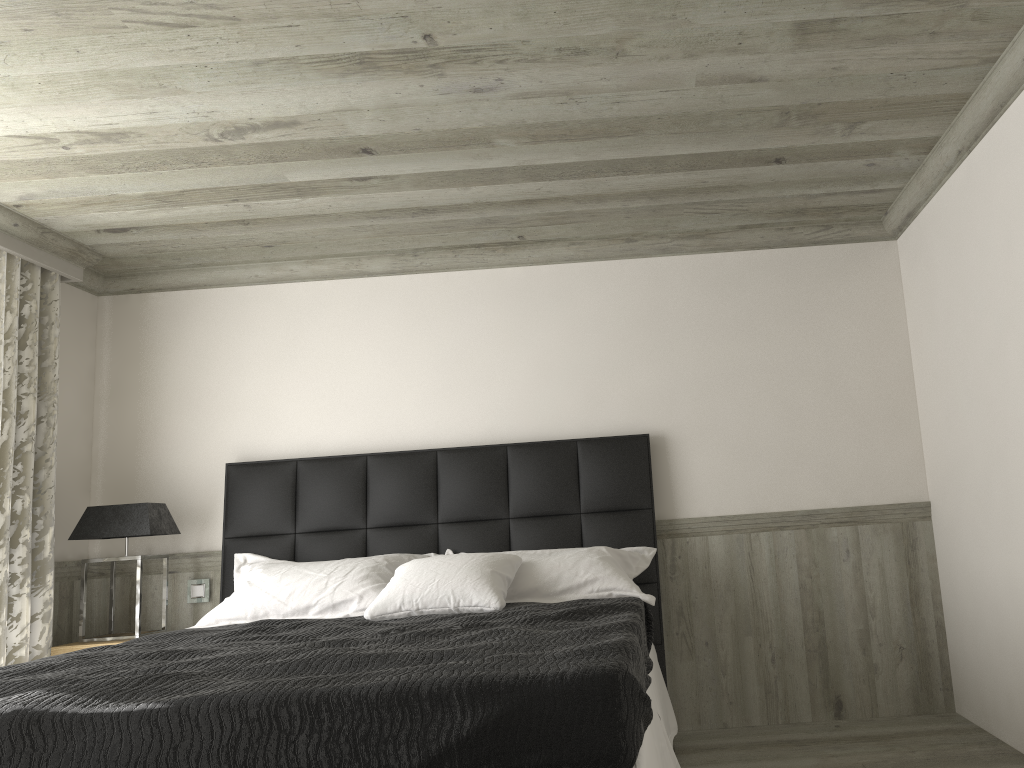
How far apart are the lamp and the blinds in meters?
0.1 m

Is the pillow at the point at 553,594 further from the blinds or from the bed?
the blinds

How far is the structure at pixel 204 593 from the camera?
5.17m

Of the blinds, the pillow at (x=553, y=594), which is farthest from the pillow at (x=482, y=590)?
the blinds

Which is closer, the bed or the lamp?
the bed

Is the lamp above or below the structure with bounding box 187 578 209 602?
above

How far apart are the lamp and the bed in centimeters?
28cm

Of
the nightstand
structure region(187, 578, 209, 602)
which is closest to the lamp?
the nightstand

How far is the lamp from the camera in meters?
4.8

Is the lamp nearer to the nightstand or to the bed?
the nightstand
